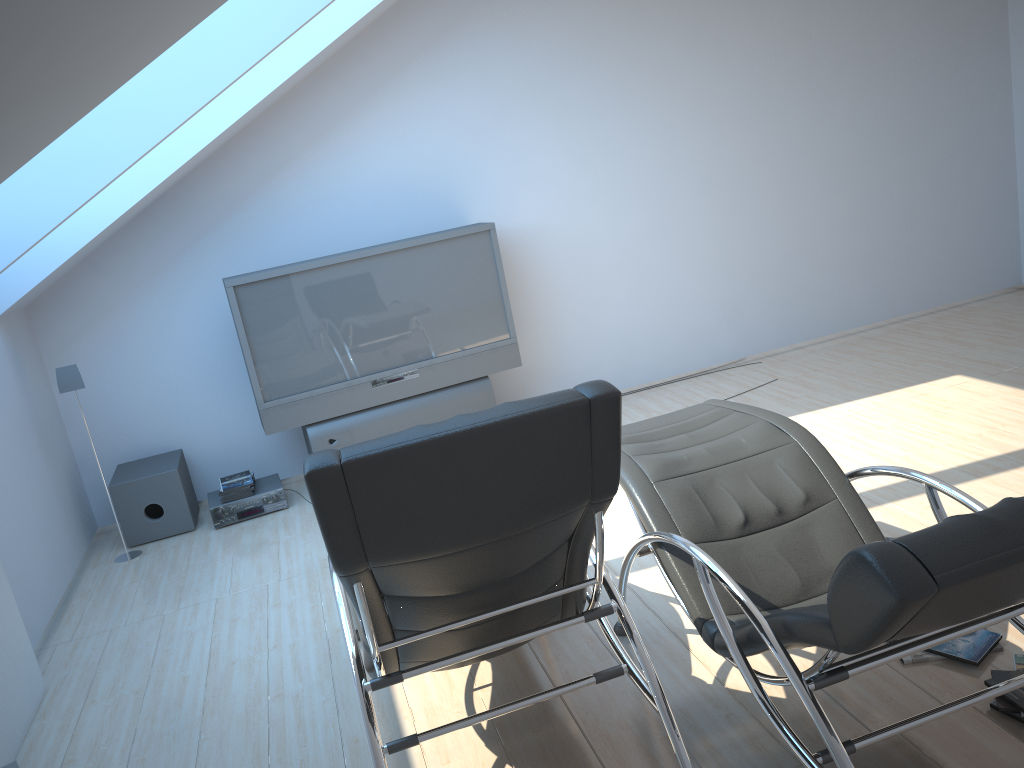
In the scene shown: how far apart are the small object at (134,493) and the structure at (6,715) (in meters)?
1.61

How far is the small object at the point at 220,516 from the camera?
5.36m

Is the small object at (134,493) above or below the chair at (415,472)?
below

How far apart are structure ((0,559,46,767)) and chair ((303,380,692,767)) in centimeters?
132cm

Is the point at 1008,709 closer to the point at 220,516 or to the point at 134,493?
the point at 220,516

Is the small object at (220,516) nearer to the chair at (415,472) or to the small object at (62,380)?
the small object at (62,380)

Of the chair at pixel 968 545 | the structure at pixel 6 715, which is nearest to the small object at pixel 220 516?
the structure at pixel 6 715

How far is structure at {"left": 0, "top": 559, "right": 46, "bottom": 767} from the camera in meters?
3.4

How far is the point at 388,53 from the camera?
5.66m

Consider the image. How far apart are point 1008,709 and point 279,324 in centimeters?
413cm
